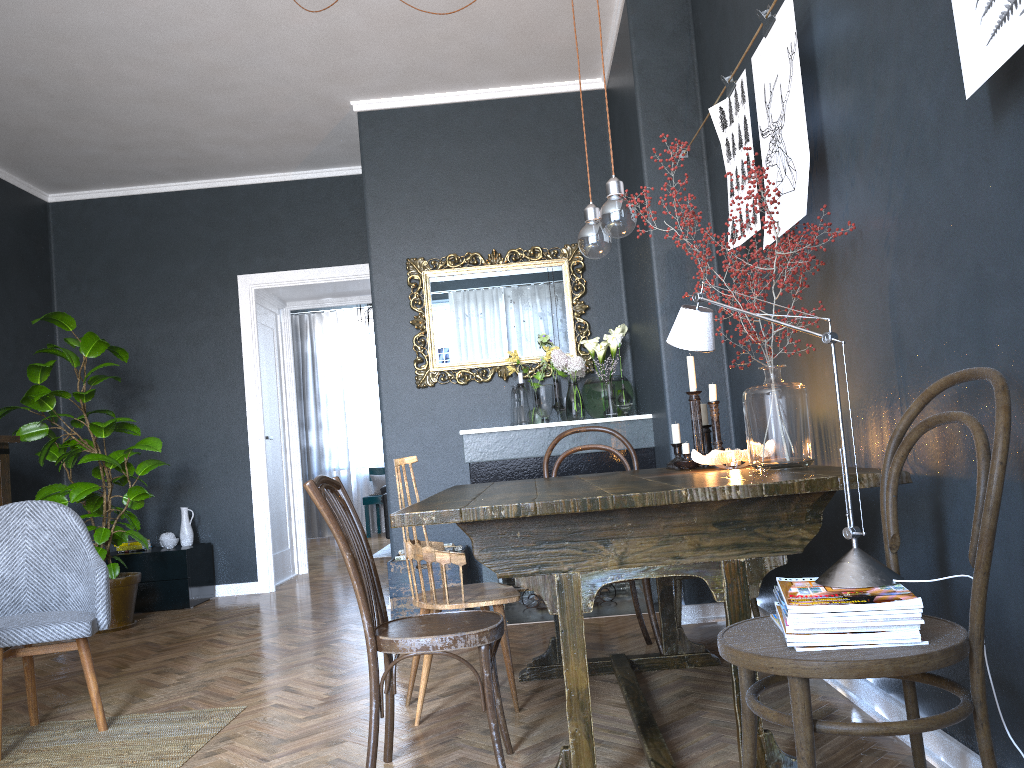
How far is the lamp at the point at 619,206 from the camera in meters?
2.5 m

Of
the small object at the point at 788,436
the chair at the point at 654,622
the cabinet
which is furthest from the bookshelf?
the small object at the point at 788,436

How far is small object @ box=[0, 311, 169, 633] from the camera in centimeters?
511cm

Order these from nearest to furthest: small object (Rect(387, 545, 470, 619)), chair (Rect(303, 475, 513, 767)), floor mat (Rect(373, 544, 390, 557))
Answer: chair (Rect(303, 475, 513, 767)) < small object (Rect(387, 545, 470, 619)) < floor mat (Rect(373, 544, 390, 557))

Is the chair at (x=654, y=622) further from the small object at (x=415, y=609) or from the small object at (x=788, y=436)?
the small object at (x=415, y=609)

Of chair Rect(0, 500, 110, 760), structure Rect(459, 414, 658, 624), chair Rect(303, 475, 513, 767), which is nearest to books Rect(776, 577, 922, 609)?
chair Rect(303, 475, 513, 767)

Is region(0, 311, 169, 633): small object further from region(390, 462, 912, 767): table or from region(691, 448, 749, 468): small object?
region(691, 448, 749, 468): small object

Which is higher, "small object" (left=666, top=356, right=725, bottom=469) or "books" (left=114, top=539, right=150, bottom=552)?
"small object" (left=666, top=356, right=725, bottom=469)

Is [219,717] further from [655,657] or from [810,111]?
[810,111]

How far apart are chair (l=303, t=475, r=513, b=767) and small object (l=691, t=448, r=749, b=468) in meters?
0.8
